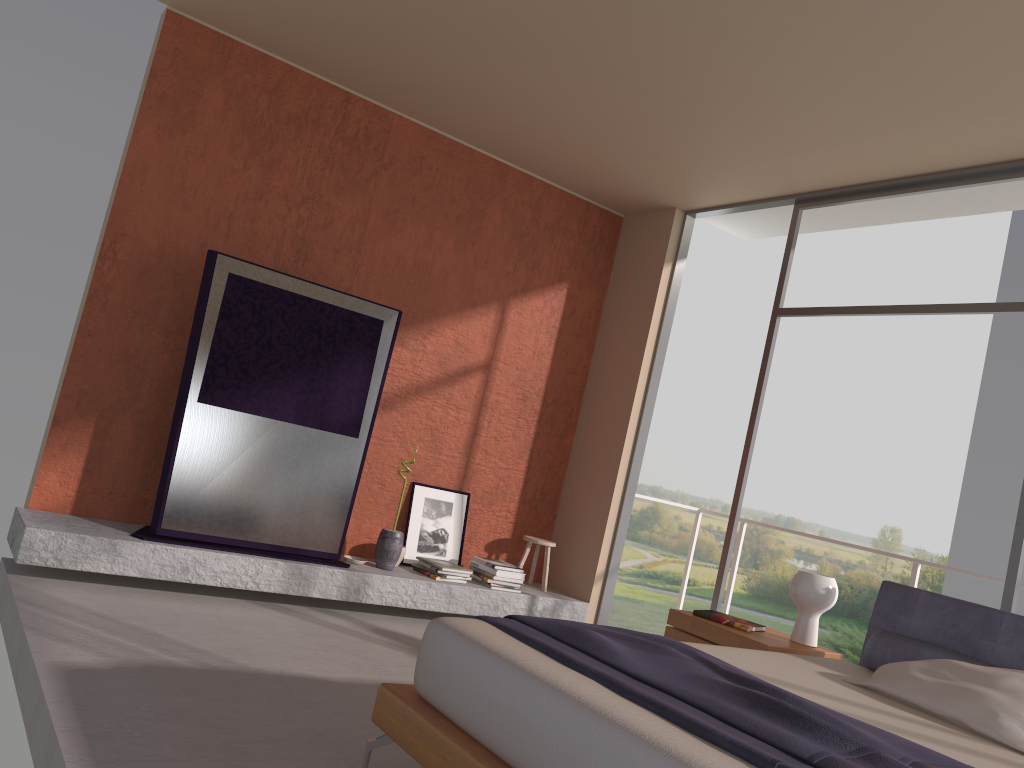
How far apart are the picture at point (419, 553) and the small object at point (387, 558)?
0.4m

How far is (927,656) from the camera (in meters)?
3.62

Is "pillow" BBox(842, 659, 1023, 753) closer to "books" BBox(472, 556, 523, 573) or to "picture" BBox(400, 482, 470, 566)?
"books" BBox(472, 556, 523, 573)

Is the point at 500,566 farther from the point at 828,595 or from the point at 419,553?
the point at 828,595

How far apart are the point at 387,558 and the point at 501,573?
0.8 meters

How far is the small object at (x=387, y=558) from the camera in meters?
5.5 m

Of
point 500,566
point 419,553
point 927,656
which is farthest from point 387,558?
point 927,656

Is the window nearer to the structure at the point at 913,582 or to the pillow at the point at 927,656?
the pillow at the point at 927,656

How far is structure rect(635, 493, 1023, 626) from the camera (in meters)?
5.21

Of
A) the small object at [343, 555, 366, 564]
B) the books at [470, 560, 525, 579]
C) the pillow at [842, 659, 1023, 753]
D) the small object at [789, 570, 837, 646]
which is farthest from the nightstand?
A: the small object at [343, 555, 366, 564]
